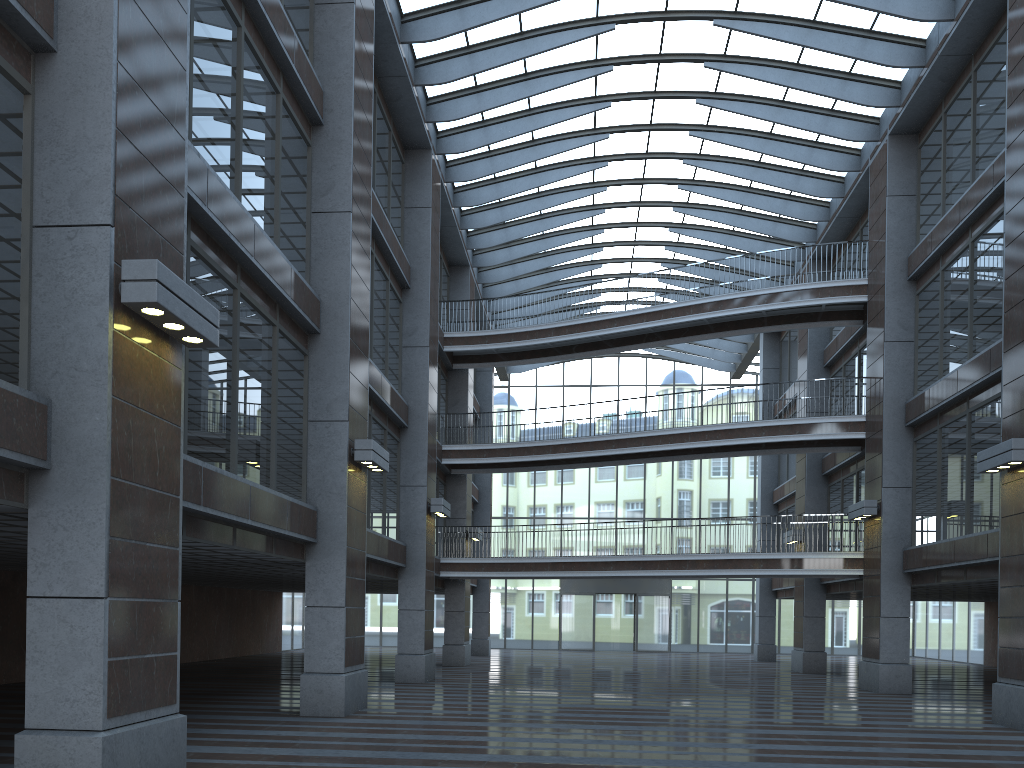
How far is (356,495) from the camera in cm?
1536
